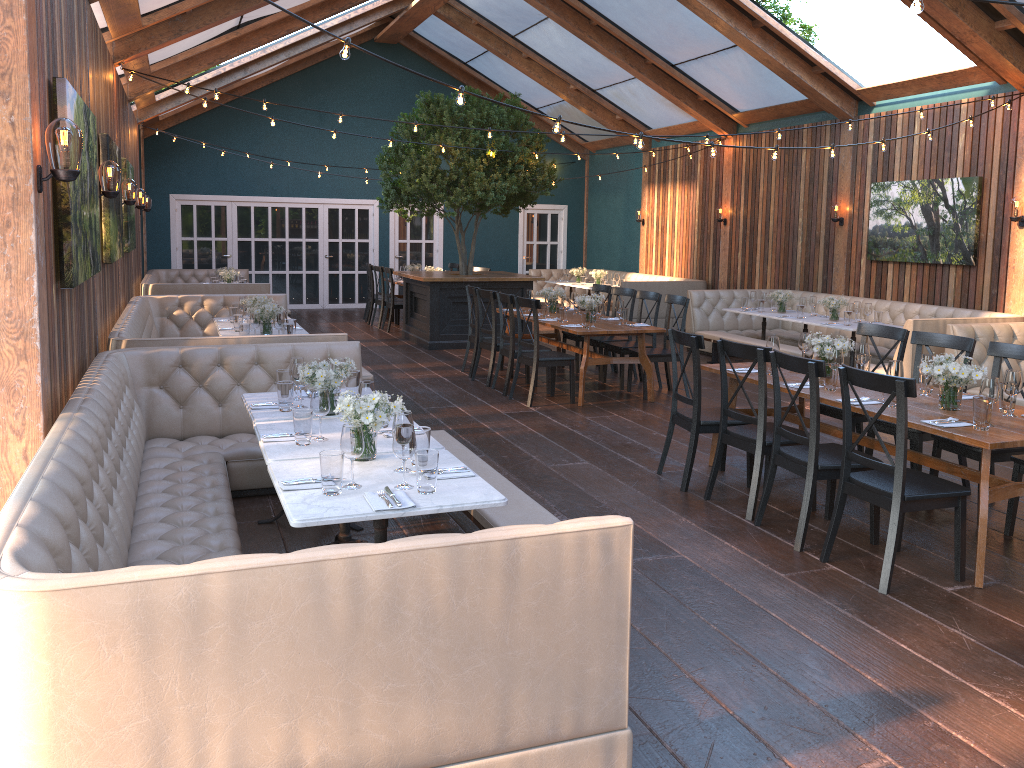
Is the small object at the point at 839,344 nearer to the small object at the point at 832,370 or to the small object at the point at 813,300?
the small object at the point at 832,370

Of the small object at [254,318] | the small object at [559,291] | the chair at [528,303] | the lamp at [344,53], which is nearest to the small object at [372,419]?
the lamp at [344,53]

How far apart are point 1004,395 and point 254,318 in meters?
5.6

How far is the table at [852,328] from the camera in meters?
9.5 m

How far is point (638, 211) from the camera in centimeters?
1683cm

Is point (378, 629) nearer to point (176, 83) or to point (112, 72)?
point (112, 72)

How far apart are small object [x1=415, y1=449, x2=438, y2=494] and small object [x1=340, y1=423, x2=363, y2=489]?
0.2 meters

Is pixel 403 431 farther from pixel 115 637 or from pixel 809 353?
pixel 809 353

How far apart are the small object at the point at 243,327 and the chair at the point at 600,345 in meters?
4.0

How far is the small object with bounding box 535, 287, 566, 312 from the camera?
9.9 meters
